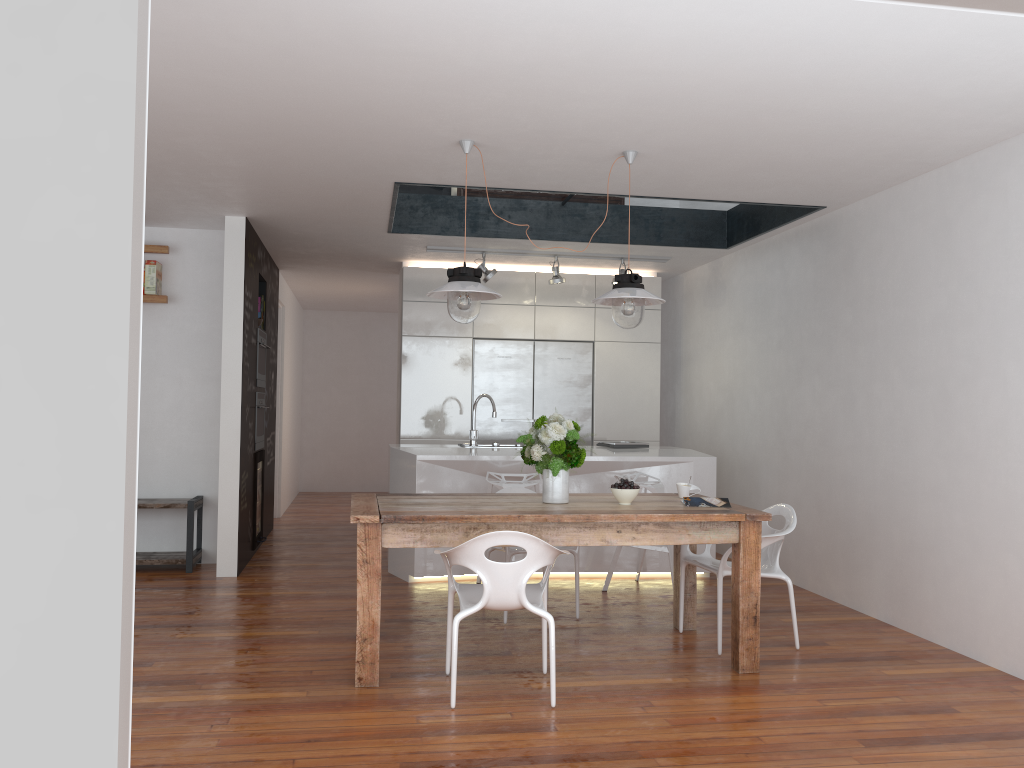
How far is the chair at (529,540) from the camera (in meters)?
3.54

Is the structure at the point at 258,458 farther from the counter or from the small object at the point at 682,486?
the small object at the point at 682,486

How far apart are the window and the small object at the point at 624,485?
3.0m

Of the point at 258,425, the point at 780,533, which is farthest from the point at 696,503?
the point at 258,425

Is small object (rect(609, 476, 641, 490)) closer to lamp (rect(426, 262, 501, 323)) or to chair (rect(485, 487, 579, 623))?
chair (rect(485, 487, 579, 623))

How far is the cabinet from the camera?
7.9 meters

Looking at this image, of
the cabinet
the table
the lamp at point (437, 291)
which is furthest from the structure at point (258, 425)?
the lamp at point (437, 291)

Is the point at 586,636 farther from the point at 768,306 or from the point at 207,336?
the point at 207,336

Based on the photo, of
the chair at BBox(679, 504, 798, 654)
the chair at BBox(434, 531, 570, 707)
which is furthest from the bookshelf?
the chair at BBox(679, 504, 798, 654)

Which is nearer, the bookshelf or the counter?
the counter
